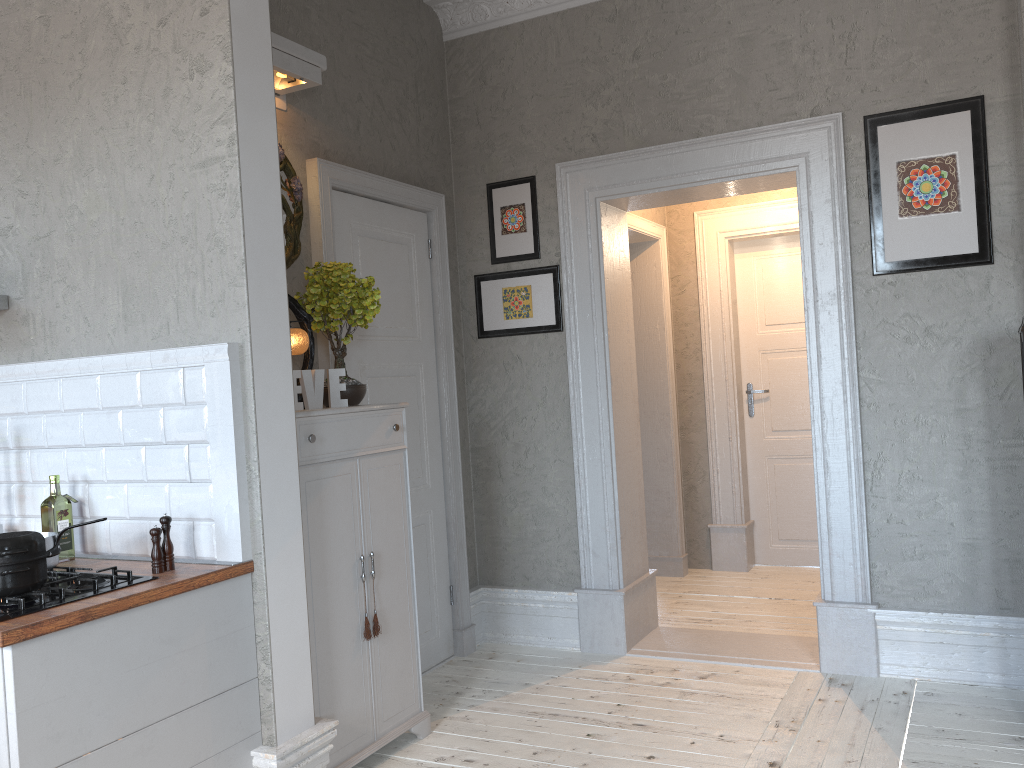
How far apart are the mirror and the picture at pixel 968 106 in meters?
2.3 m

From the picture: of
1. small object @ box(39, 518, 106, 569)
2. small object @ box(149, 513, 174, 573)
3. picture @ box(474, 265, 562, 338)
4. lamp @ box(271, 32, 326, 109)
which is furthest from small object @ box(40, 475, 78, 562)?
picture @ box(474, 265, 562, 338)

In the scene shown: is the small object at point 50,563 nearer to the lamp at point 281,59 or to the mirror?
the mirror

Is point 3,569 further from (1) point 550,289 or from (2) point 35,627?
(1) point 550,289

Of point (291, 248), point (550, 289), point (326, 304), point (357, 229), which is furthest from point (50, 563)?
point (550, 289)

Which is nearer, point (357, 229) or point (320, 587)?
point (320, 587)

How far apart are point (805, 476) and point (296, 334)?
3.8 meters

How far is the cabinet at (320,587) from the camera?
3.0m

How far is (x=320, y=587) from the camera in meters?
3.0 m

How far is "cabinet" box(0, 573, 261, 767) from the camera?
2.1m
